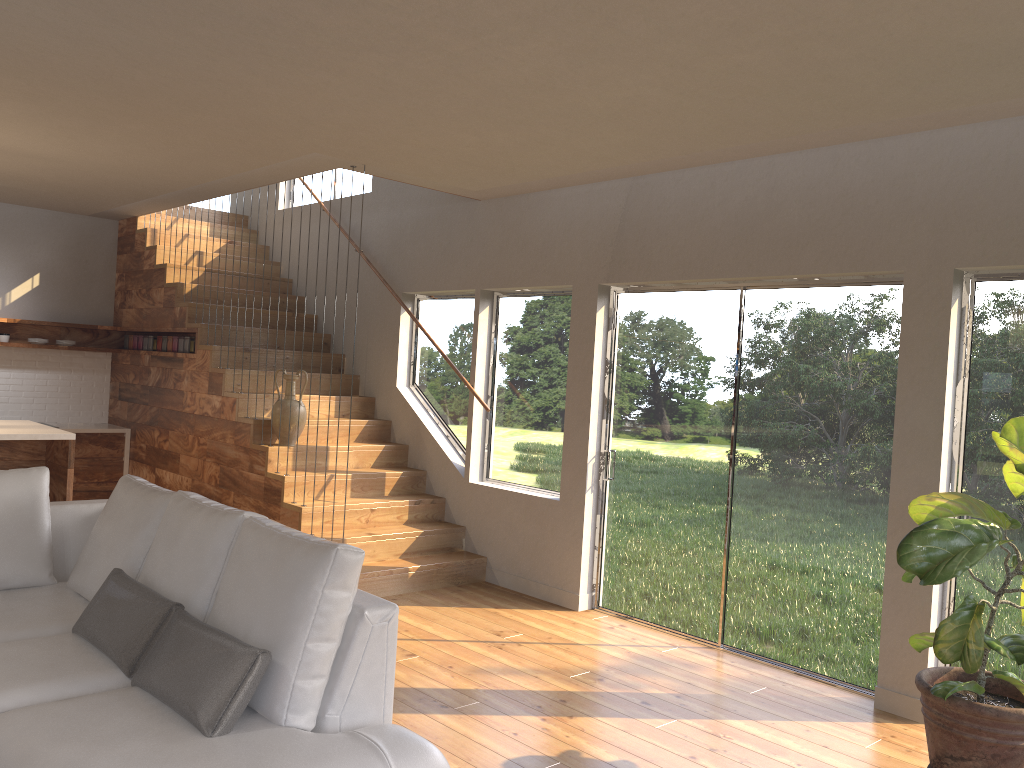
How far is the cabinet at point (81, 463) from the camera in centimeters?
810cm

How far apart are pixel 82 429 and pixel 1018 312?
7.44m

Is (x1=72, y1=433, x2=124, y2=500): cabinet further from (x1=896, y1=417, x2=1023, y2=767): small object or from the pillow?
(x1=896, y1=417, x2=1023, y2=767): small object

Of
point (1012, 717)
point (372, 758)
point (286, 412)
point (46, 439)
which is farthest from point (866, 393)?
point (46, 439)

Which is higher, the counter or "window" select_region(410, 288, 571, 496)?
"window" select_region(410, 288, 571, 496)

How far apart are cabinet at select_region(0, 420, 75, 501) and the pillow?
2.52m

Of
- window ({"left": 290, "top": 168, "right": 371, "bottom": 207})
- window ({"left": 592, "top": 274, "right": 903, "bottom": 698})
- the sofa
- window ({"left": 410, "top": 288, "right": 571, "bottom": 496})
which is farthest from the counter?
window ({"left": 592, "top": 274, "right": 903, "bottom": 698})

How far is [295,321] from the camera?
6.23m

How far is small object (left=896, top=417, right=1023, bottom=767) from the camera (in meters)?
3.13

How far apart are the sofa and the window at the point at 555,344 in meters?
2.9 m
